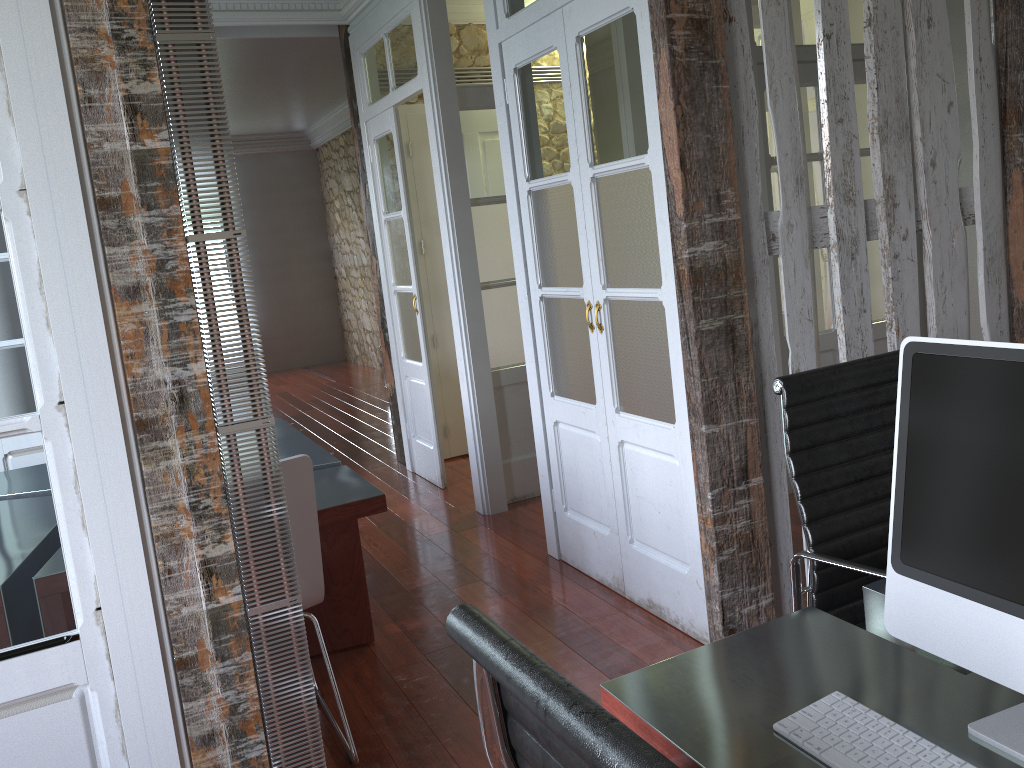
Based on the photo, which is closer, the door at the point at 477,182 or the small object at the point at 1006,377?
the small object at the point at 1006,377

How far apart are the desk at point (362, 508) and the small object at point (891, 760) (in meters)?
1.79

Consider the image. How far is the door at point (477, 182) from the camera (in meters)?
4.49

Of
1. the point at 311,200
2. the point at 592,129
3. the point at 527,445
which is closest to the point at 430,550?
the point at 527,445

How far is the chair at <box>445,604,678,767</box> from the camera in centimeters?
71cm

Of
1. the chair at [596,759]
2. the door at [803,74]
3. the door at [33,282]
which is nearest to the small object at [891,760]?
the chair at [596,759]

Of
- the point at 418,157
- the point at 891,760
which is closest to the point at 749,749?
the point at 891,760

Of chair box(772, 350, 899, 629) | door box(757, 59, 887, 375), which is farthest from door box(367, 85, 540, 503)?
chair box(772, 350, 899, 629)

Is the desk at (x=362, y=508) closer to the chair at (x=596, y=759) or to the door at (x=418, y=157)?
the door at (x=418, y=157)

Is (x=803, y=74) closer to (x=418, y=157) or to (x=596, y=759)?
(x=418, y=157)
